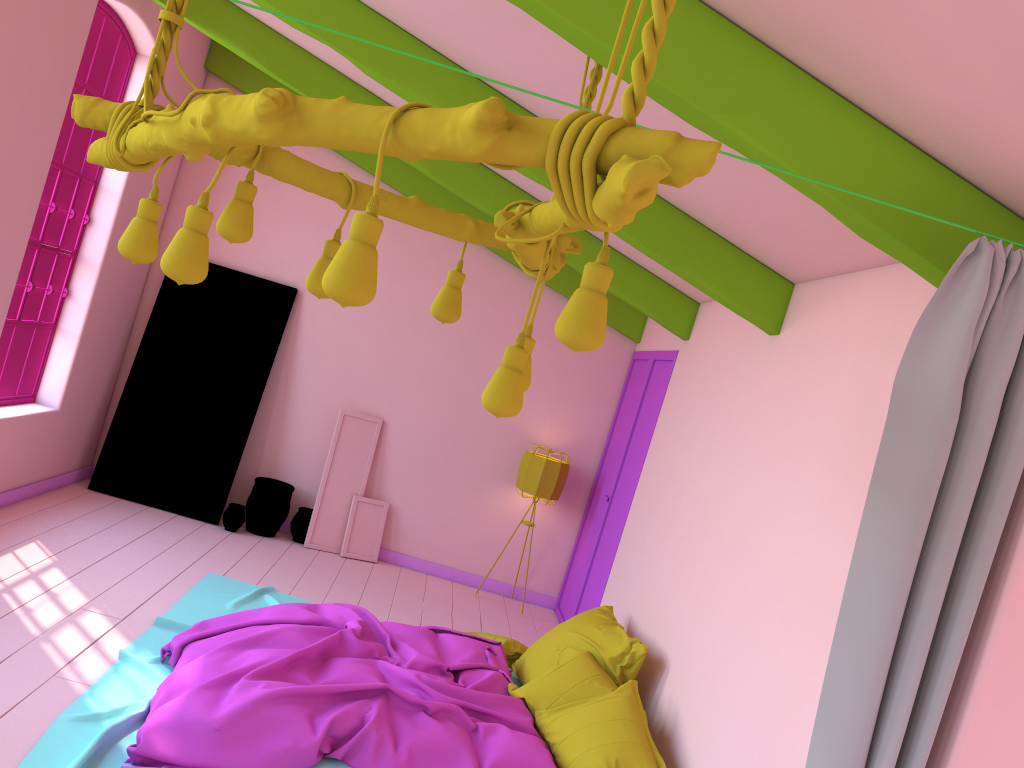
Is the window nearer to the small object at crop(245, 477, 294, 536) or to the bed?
the small object at crop(245, 477, 294, 536)

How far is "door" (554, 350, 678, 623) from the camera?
7.0m

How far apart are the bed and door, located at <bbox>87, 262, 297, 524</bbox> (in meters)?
1.45

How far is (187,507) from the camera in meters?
7.8

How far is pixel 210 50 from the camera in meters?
7.9

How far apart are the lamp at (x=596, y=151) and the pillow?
2.3 meters

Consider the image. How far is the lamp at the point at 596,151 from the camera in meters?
1.5

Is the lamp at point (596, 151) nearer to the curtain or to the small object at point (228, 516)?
the curtain

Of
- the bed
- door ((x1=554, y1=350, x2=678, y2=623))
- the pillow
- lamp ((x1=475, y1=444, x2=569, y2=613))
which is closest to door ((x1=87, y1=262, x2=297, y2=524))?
the bed

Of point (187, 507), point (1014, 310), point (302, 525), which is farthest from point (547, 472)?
point (1014, 310)
